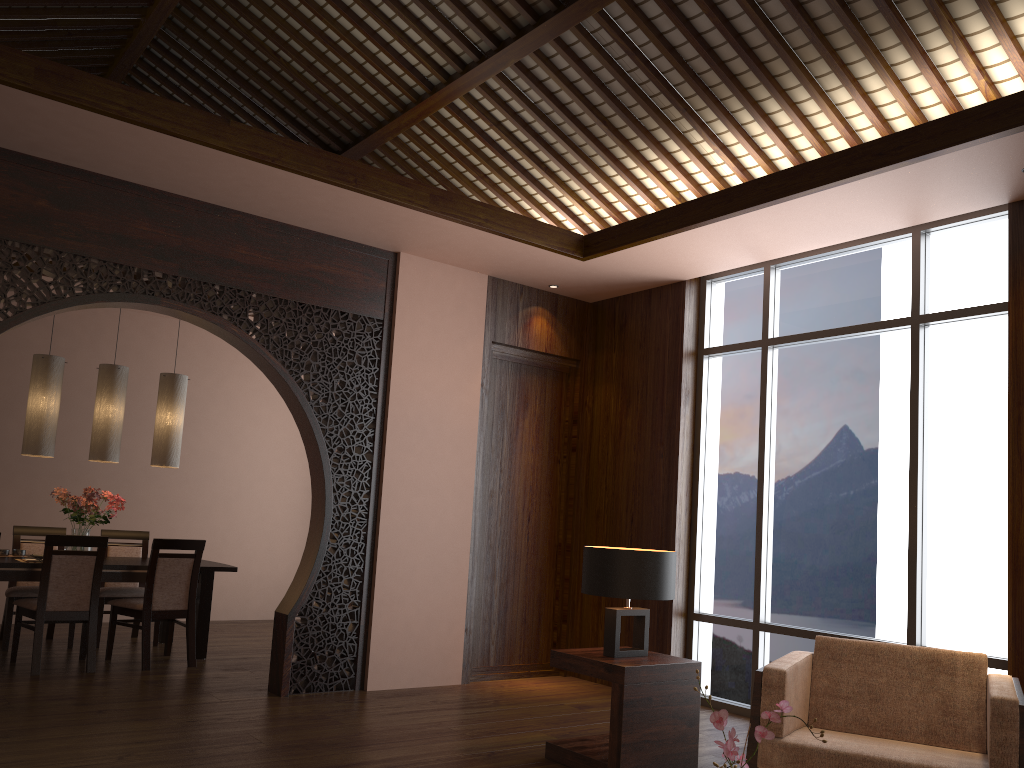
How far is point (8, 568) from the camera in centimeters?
557cm

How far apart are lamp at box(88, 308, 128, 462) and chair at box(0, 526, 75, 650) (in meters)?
0.90

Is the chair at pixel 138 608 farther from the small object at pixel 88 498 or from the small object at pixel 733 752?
the small object at pixel 733 752

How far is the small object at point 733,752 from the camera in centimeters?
182cm

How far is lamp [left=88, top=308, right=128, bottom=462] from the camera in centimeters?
627cm

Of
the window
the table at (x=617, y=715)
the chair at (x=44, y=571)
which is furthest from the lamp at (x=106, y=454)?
the window

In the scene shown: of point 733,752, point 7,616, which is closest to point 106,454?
point 7,616

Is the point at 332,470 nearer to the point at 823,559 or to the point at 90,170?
the point at 90,170

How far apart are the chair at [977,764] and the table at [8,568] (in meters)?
4.21

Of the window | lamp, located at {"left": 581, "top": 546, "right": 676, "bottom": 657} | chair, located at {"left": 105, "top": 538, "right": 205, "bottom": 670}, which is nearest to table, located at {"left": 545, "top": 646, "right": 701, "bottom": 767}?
lamp, located at {"left": 581, "top": 546, "right": 676, "bottom": 657}
